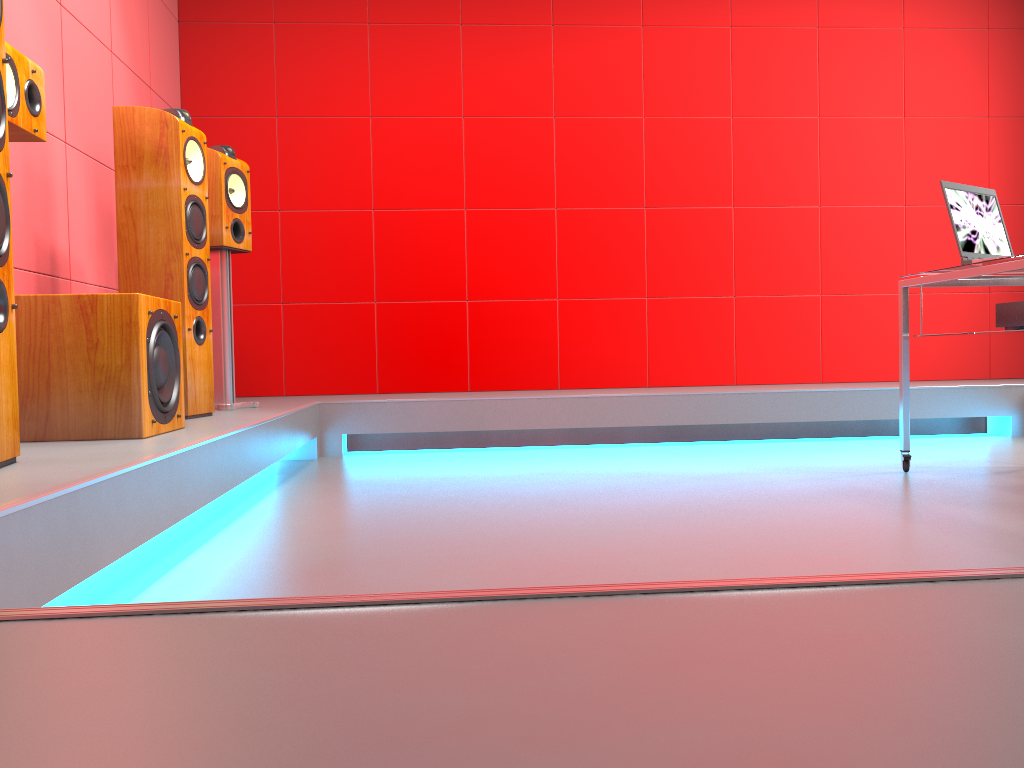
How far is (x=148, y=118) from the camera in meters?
2.9 m

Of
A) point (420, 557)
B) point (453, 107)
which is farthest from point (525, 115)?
point (420, 557)

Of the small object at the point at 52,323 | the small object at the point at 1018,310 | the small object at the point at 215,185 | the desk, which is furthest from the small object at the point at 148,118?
the small object at the point at 1018,310

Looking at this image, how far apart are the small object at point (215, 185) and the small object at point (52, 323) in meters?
1.0 m

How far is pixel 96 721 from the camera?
0.5m

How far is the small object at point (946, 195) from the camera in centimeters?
286cm

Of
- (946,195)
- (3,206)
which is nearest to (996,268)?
(946,195)

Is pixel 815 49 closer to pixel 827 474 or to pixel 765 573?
pixel 827 474

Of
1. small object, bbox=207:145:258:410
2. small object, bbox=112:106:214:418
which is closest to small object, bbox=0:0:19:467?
small object, bbox=112:106:214:418

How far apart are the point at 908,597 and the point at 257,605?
0.48m
